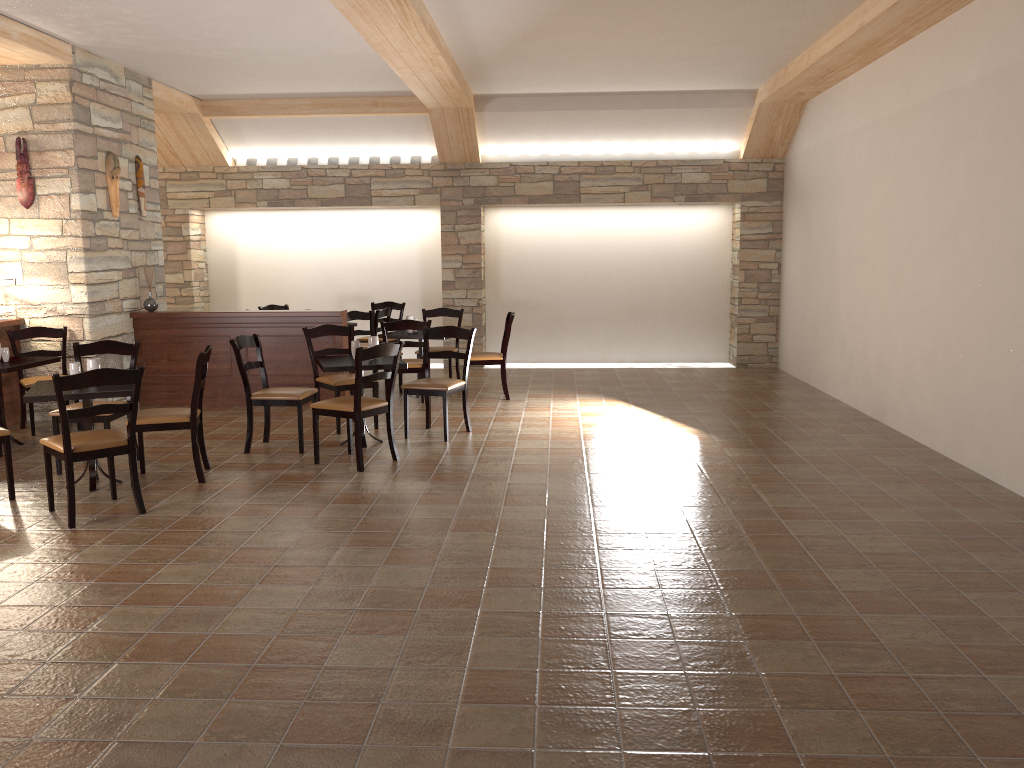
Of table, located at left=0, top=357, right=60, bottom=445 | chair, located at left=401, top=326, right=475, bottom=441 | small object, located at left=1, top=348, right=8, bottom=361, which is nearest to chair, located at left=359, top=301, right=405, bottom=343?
chair, located at left=401, top=326, right=475, bottom=441

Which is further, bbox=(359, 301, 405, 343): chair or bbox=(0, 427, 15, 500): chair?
bbox=(359, 301, 405, 343): chair

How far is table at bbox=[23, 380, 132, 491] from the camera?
5.1m

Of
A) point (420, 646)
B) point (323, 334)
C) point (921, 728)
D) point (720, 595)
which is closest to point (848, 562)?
point (720, 595)

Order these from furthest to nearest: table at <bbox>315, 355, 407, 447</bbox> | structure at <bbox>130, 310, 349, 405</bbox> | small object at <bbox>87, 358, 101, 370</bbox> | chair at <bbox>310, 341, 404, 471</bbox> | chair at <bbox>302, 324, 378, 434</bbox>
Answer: structure at <bbox>130, 310, 349, 405</bbox> → chair at <bbox>302, 324, 378, 434</bbox> → table at <bbox>315, 355, 407, 447</bbox> → chair at <bbox>310, 341, 404, 471</bbox> → small object at <bbox>87, 358, 101, 370</bbox>

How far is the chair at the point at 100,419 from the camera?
5.9m

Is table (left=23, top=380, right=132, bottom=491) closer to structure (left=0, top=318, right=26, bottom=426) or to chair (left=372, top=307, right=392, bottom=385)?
structure (left=0, top=318, right=26, bottom=426)

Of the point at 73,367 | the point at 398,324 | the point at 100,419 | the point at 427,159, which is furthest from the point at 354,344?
the point at 427,159

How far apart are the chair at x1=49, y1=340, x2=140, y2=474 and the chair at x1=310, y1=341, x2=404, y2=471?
1.3 meters

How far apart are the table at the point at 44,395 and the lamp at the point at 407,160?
6.21m
